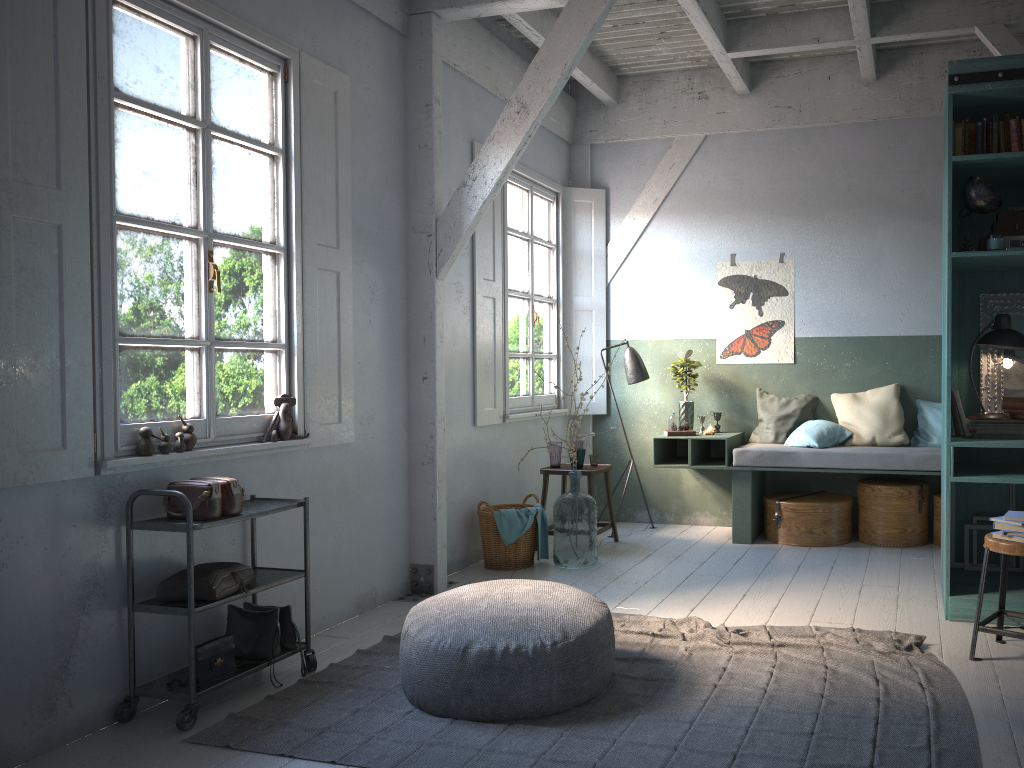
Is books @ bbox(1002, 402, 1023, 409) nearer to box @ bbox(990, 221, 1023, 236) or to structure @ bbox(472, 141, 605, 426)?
box @ bbox(990, 221, 1023, 236)

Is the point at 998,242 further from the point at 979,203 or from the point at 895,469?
the point at 895,469

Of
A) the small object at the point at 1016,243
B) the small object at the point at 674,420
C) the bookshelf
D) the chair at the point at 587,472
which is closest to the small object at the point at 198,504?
the chair at the point at 587,472

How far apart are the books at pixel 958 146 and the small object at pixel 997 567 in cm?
236

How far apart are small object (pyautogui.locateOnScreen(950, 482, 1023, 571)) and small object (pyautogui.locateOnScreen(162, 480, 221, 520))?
4.5 meters

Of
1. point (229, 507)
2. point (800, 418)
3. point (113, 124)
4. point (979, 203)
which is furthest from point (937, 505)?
point (113, 124)

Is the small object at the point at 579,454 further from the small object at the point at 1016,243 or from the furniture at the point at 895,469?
the small object at the point at 1016,243

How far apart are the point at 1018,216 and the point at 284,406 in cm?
433

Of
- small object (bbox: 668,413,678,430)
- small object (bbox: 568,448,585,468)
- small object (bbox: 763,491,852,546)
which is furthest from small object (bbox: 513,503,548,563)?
small object (bbox: 763,491,852,546)

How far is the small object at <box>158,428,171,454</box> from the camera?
4.3 meters
